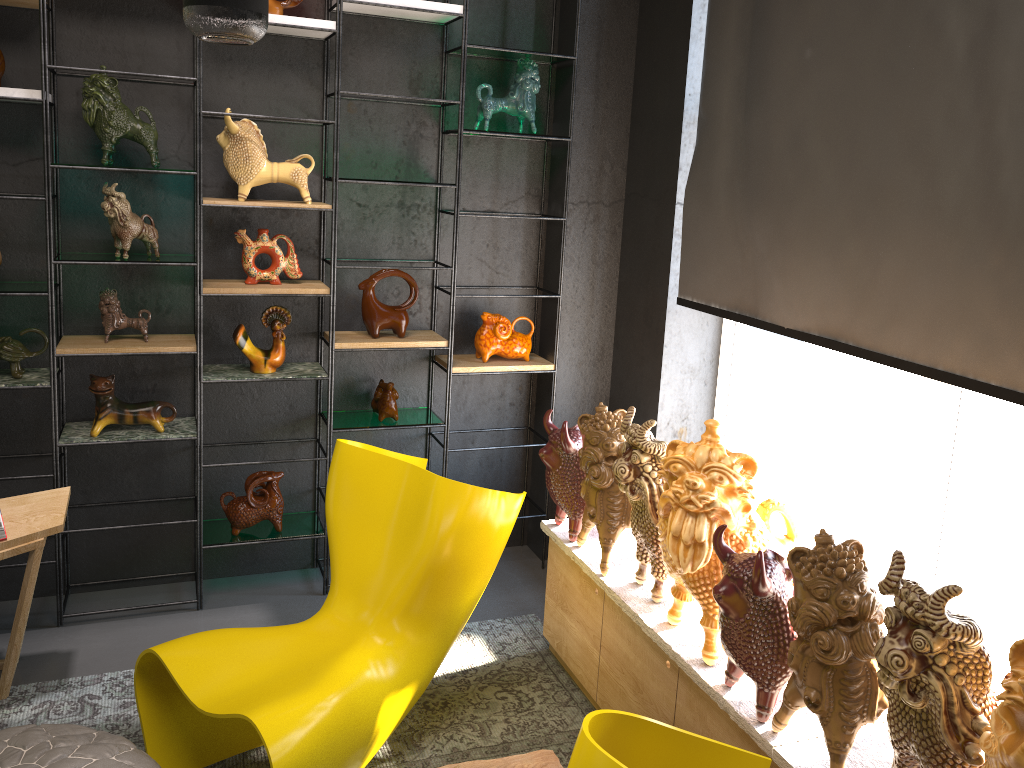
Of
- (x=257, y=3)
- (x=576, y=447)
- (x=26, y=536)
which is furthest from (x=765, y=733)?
(x=26, y=536)

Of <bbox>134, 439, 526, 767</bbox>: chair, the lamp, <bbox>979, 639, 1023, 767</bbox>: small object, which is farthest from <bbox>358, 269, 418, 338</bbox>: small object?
<bbox>979, 639, 1023, 767</bbox>: small object

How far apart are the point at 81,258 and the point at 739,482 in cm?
243

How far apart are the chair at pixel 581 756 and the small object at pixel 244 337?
2.3m

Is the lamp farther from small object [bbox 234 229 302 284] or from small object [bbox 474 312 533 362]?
small object [bbox 474 312 533 362]

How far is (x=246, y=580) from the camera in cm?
387

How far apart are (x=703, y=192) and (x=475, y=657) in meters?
2.0 m

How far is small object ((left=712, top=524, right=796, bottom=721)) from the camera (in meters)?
2.09

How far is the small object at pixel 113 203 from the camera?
3.2 meters

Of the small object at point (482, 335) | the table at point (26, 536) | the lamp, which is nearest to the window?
the small object at point (482, 335)
